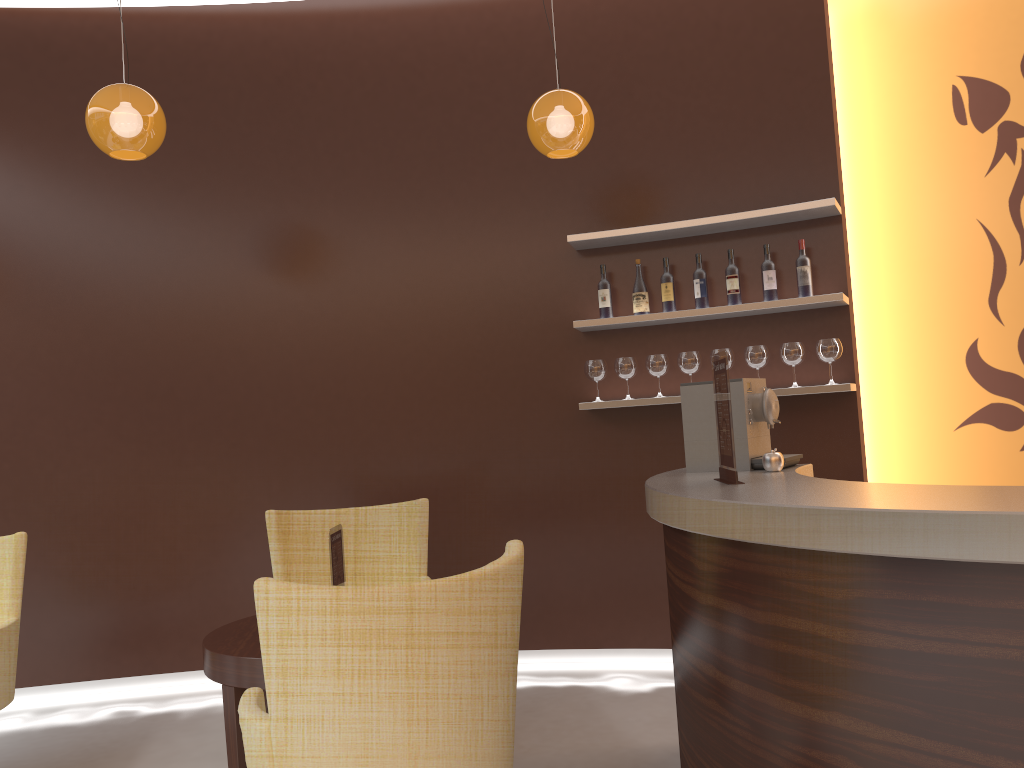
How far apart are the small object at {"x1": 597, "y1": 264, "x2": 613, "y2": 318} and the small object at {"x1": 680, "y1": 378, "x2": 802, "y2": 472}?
1.3 meters

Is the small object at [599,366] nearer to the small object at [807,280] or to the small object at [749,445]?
the small object at [807,280]

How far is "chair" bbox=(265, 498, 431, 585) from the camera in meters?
4.0 m

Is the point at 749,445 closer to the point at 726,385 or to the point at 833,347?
the point at 726,385

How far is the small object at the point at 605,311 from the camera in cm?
460

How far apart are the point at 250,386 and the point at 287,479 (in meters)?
0.56

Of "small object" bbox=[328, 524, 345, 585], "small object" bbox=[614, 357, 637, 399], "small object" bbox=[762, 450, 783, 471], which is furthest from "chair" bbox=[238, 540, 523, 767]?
"small object" bbox=[614, 357, 637, 399]

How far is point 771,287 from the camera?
4.33m

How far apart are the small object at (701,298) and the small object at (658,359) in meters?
0.3

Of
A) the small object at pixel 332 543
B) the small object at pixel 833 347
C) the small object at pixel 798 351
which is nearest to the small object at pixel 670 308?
the small object at pixel 798 351
